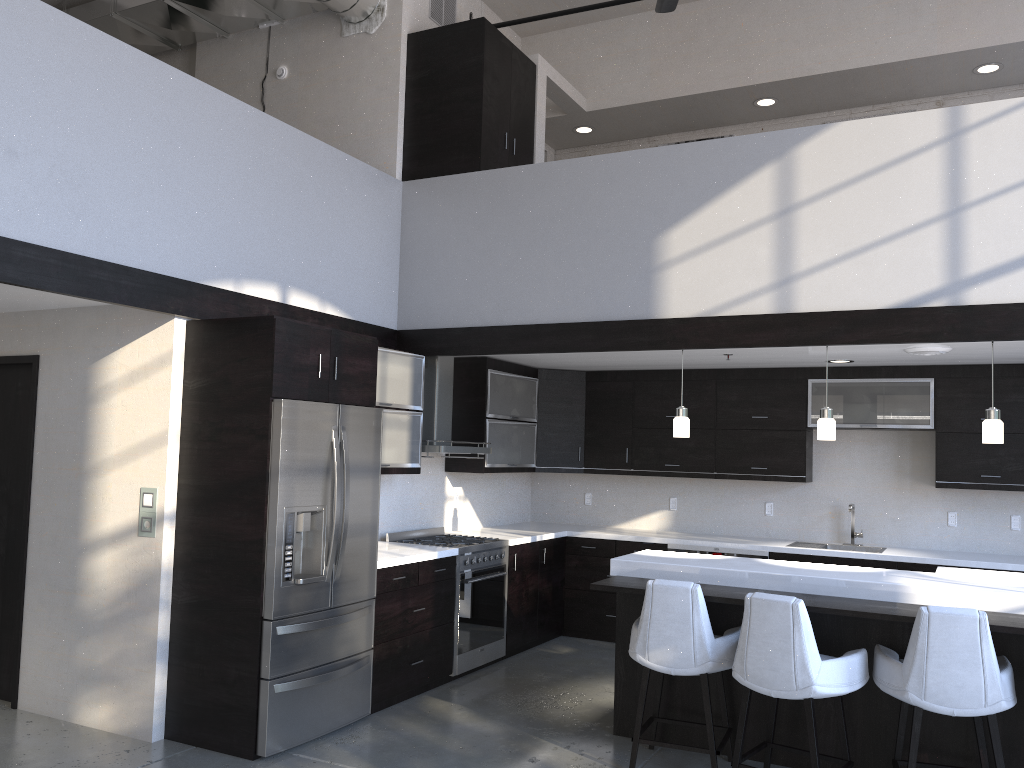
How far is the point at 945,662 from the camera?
3.7m

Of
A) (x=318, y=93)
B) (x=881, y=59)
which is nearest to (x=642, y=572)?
(x=318, y=93)

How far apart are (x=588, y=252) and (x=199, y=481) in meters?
2.8 m

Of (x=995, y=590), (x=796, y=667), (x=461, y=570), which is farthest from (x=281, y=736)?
(x=995, y=590)

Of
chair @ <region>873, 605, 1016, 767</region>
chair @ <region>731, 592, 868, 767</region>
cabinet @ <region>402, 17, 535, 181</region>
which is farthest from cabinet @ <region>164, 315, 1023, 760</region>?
chair @ <region>873, 605, 1016, 767</region>

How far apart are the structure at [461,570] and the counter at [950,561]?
0.1m

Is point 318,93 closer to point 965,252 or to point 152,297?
point 152,297

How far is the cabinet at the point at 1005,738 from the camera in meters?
4.0

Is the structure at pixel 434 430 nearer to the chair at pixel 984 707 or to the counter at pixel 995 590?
the counter at pixel 995 590

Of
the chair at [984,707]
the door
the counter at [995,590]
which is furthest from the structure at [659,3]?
the door
